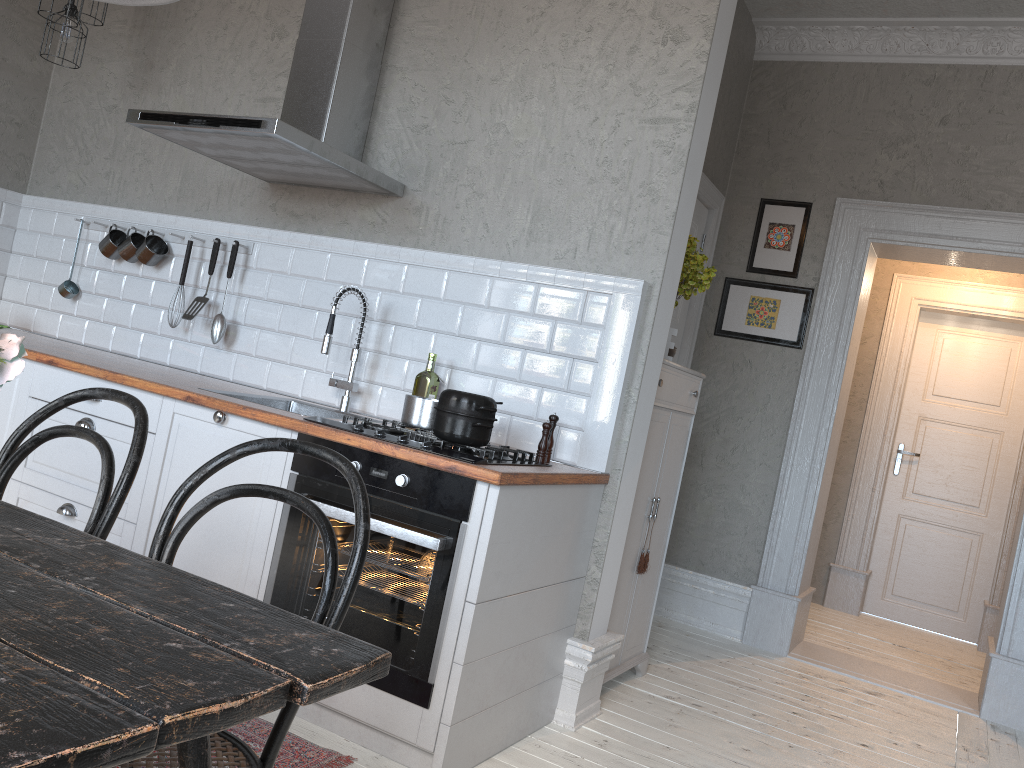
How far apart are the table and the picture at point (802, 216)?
4.04m

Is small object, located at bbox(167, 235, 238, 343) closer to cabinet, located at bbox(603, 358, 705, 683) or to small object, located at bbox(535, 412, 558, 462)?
small object, located at bbox(535, 412, 558, 462)

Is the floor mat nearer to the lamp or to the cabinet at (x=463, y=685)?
the cabinet at (x=463, y=685)

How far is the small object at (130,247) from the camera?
4.0m

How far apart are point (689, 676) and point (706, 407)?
1.6m

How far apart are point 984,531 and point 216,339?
5.0m

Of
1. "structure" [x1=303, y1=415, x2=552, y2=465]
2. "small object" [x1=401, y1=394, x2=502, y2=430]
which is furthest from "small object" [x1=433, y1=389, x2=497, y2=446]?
"small object" [x1=401, y1=394, x2=502, y2=430]

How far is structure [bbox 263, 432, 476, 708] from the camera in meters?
2.4 m

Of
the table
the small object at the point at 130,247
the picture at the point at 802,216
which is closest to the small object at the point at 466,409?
the table

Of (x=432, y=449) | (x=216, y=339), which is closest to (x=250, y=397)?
(x=216, y=339)
